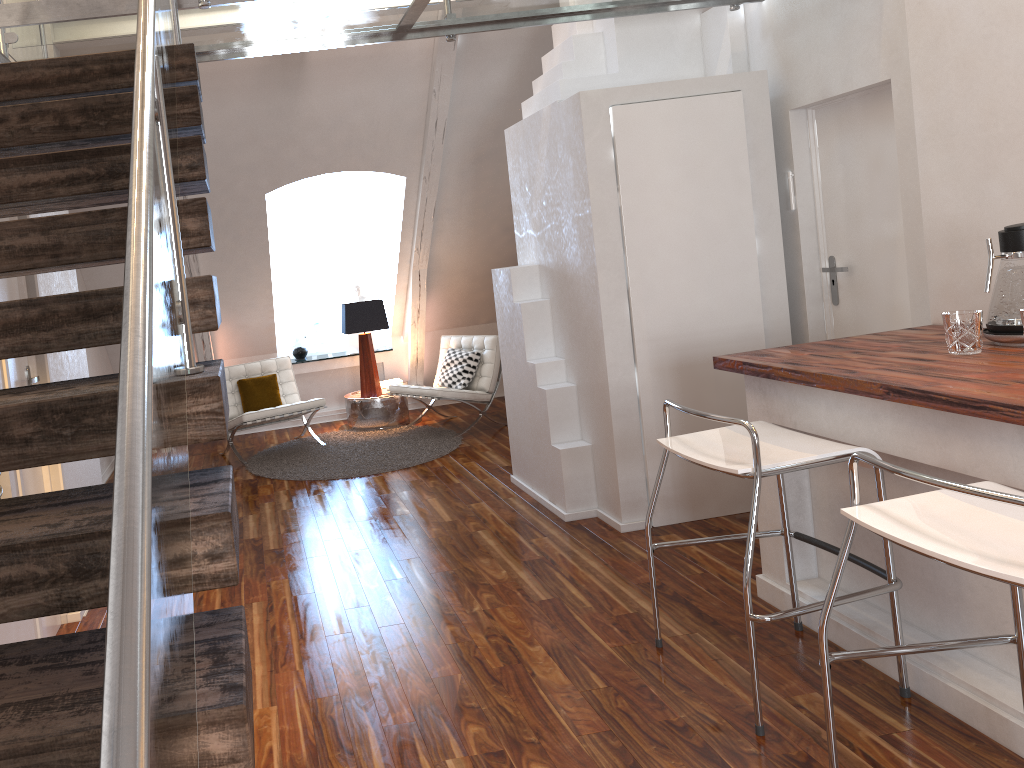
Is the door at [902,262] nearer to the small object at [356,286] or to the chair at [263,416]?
the chair at [263,416]

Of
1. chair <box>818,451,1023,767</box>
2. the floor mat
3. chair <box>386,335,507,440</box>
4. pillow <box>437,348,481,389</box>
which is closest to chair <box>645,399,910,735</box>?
chair <box>818,451,1023,767</box>

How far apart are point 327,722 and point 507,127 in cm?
433

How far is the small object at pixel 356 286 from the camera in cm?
734

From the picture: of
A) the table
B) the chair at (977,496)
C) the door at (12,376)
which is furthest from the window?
the chair at (977,496)

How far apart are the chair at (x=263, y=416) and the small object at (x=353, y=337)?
0.90m

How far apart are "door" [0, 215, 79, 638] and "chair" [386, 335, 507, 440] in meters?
3.0

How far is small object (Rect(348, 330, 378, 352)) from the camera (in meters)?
7.37

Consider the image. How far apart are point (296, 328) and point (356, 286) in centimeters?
61cm

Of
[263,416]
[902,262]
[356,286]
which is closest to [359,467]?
[263,416]
